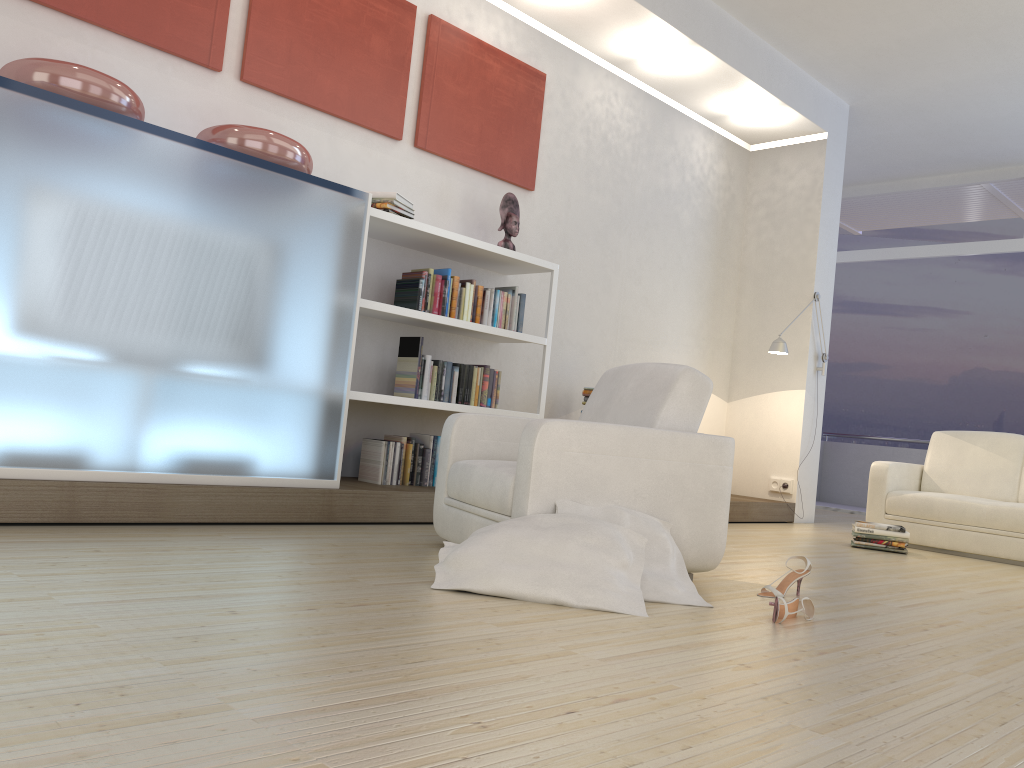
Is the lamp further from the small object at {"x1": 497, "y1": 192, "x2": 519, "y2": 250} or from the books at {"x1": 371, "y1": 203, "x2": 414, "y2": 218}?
the books at {"x1": 371, "y1": 203, "x2": 414, "y2": 218}

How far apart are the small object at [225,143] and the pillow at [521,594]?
2.0 meters

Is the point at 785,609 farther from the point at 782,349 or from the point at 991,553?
the point at 782,349

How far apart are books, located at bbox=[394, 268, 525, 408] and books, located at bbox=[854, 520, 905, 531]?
2.5m

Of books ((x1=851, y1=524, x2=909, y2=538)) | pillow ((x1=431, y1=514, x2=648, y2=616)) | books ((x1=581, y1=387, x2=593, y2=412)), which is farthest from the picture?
books ((x1=851, y1=524, x2=909, y2=538))

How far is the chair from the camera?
3.07m

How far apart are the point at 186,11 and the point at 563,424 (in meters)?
2.79

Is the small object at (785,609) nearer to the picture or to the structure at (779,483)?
the picture

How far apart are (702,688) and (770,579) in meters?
2.0

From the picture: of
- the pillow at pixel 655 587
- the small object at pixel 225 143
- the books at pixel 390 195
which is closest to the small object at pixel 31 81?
the small object at pixel 225 143
